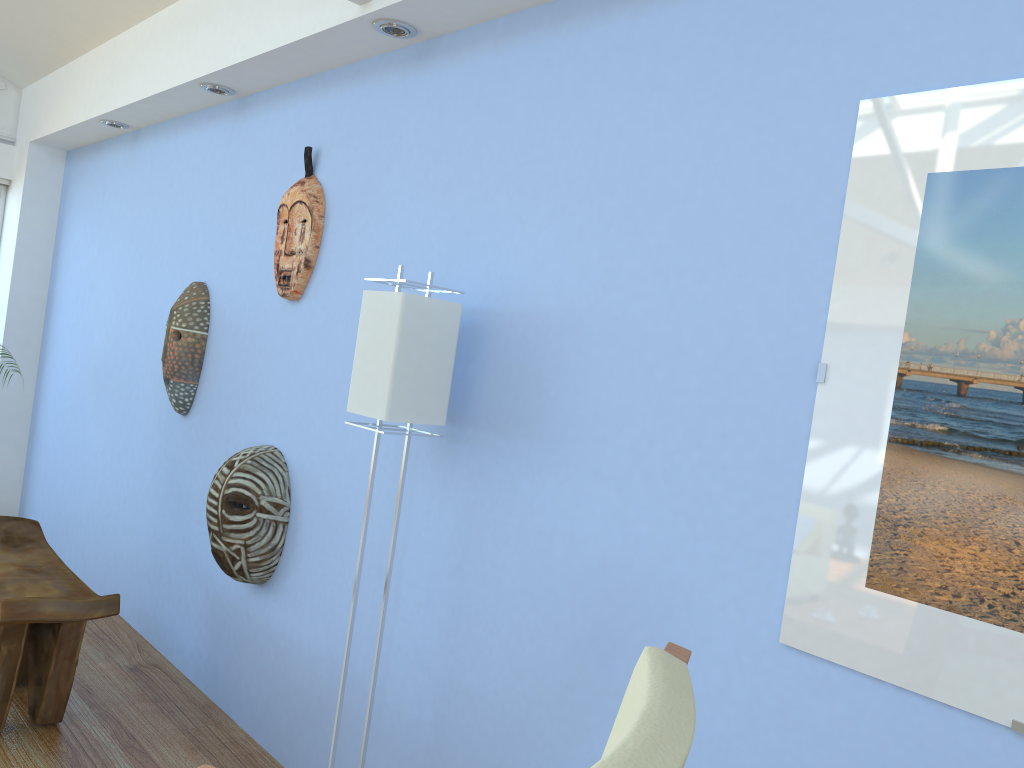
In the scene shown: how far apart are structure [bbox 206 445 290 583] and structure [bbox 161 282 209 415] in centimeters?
63cm

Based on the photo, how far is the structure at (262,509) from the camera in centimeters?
280cm

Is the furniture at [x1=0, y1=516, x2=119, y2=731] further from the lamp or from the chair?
the chair

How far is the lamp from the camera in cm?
205

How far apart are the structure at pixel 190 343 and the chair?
2.7m

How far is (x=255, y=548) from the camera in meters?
2.8 m

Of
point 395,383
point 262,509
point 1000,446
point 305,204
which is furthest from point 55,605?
point 1000,446

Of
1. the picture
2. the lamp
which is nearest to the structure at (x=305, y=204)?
the lamp

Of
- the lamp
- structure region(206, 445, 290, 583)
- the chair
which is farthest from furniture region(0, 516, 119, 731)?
the chair

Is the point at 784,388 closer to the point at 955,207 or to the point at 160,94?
the point at 955,207
